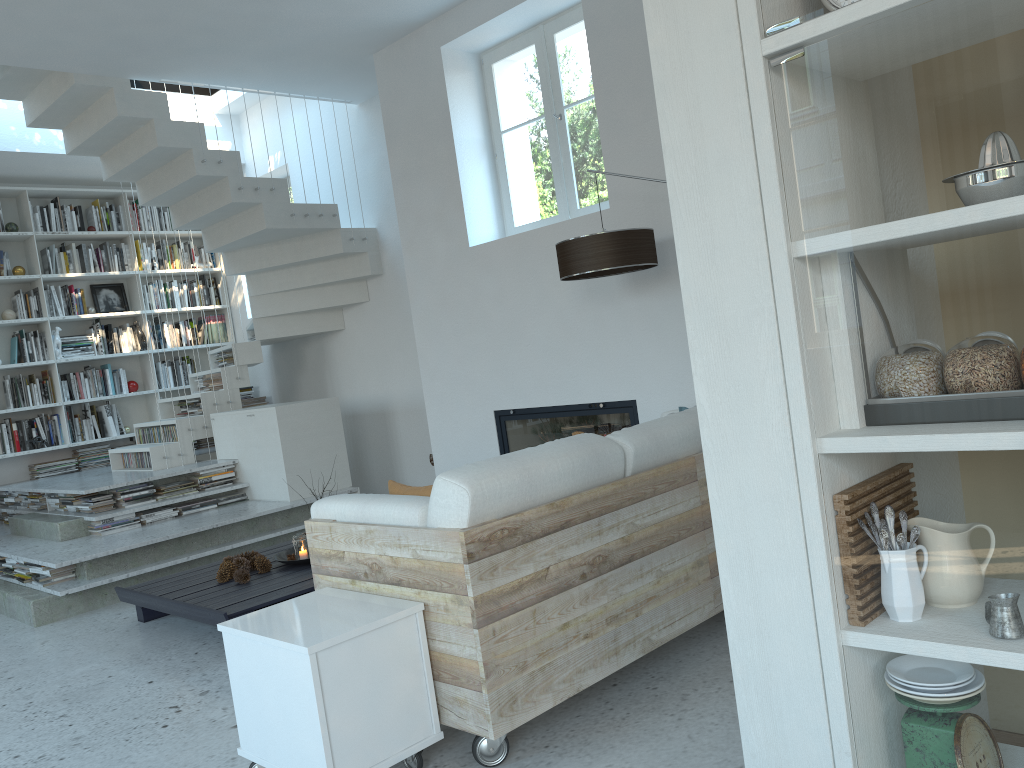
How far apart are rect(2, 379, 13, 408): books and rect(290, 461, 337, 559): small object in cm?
418

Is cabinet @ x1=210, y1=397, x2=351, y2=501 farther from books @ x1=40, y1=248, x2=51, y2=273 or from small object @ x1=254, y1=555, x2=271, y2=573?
books @ x1=40, y1=248, x2=51, y2=273

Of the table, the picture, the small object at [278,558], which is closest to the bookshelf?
the picture

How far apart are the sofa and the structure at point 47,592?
2.8m

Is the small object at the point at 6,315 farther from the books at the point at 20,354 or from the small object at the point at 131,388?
the small object at the point at 131,388

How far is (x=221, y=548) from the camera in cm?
564

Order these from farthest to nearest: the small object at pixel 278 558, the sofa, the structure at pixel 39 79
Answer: the structure at pixel 39 79, the small object at pixel 278 558, the sofa

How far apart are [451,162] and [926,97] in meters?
4.4

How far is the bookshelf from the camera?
7.6m

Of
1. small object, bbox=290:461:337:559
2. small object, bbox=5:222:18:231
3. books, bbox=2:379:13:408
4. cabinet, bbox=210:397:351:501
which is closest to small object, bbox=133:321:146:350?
books, bbox=2:379:13:408
